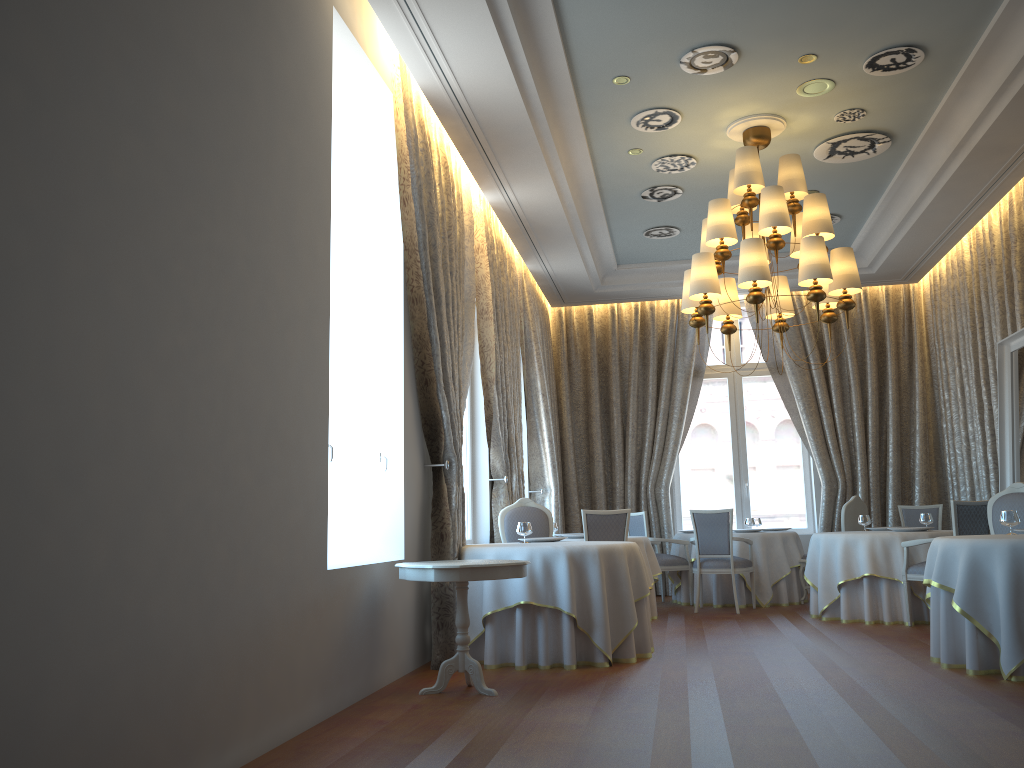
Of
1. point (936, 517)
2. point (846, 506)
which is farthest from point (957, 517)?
point (936, 517)

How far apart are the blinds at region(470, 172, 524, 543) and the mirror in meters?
4.6 m

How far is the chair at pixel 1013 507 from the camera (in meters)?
6.95

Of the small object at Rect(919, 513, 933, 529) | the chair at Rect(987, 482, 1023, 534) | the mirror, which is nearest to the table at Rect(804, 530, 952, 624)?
the small object at Rect(919, 513, 933, 529)

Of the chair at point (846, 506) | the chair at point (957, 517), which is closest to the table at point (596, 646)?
the chair at point (957, 517)

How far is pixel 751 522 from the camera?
10.78m

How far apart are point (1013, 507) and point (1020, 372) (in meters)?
1.82

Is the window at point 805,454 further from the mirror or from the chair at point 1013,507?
the chair at point 1013,507

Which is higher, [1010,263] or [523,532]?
[1010,263]

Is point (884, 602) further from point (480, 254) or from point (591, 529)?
point (480, 254)
